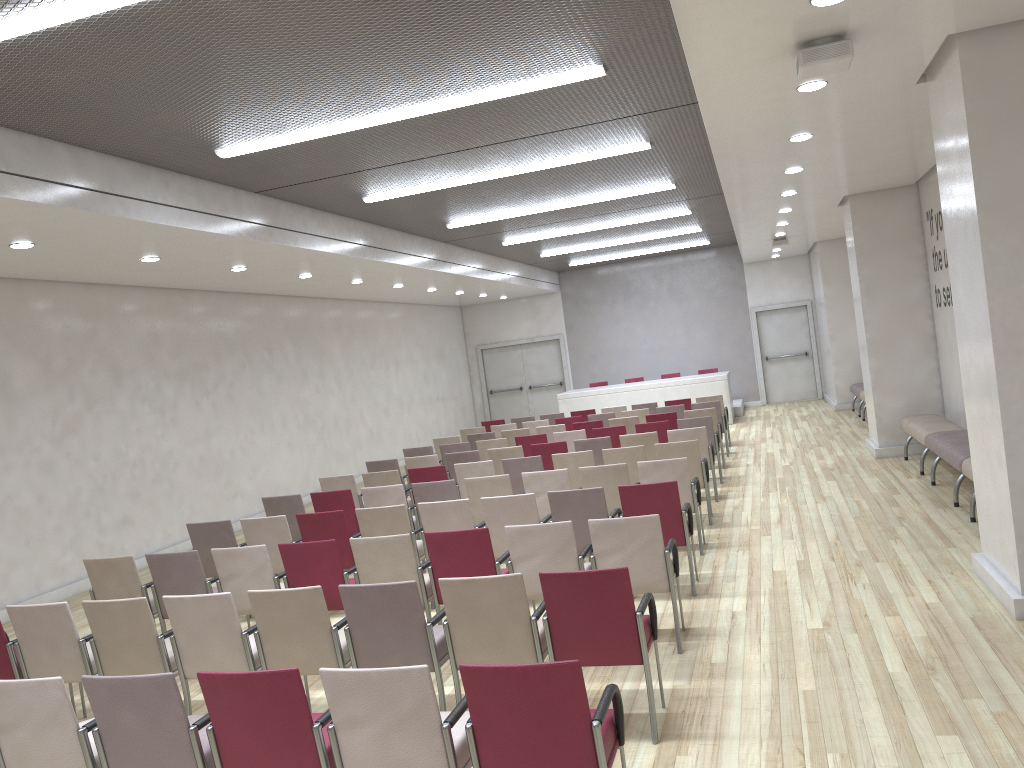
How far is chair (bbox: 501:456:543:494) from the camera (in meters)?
9.45

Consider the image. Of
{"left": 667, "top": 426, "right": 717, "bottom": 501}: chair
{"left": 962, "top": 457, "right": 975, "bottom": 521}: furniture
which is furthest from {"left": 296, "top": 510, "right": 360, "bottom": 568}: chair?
{"left": 962, "top": 457, "right": 975, "bottom": 521}: furniture

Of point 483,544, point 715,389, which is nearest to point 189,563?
point 483,544

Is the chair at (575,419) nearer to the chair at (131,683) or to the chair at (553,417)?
the chair at (553,417)

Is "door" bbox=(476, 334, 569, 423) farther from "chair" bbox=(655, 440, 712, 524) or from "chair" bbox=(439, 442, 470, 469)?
"chair" bbox=(655, 440, 712, 524)

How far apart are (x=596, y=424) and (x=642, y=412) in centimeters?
134cm

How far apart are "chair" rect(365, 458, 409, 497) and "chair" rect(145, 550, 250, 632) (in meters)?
4.84

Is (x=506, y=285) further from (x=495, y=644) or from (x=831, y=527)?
(x=495, y=644)

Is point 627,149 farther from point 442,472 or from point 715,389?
point 715,389

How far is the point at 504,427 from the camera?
14.65m
